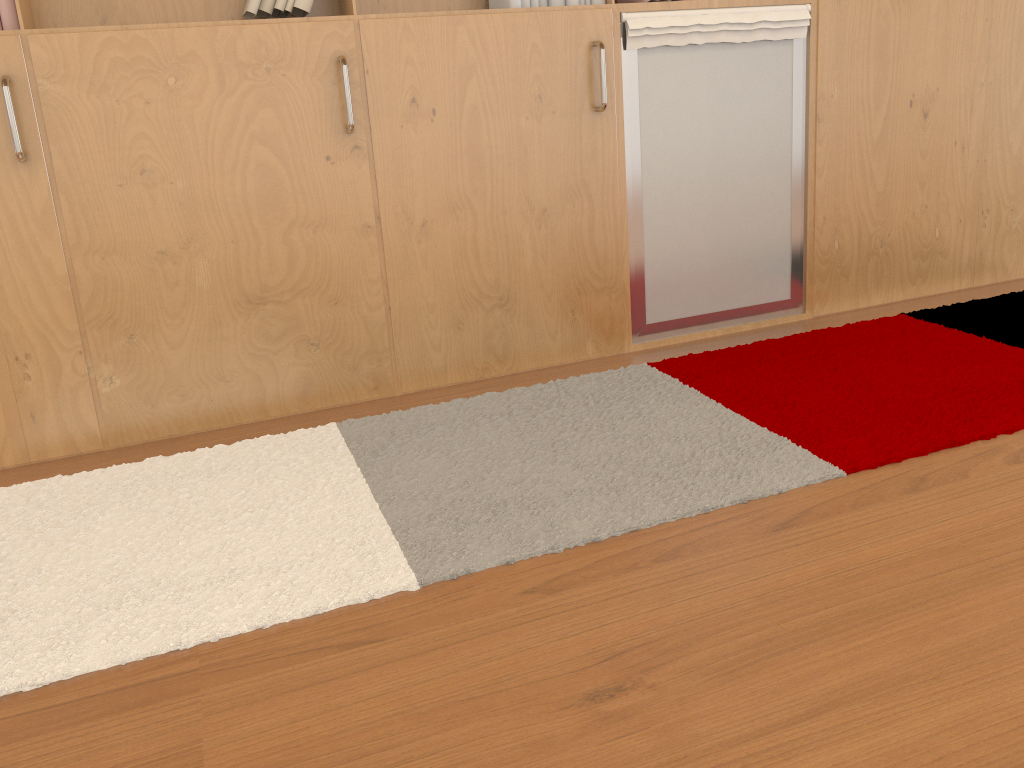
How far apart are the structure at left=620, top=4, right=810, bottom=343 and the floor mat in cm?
18

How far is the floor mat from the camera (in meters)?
1.69

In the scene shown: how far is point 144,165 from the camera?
2.3m

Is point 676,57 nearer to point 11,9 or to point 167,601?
point 11,9

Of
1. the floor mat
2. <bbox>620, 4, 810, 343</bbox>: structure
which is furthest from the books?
the floor mat

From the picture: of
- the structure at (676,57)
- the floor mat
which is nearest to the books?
the structure at (676,57)

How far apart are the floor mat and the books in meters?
1.1

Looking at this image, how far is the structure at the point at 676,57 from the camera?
2.7 meters

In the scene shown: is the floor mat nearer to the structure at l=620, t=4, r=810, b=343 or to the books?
the structure at l=620, t=4, r=810, b=343

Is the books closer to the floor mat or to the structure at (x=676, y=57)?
the structure at (x=676, y=57)
